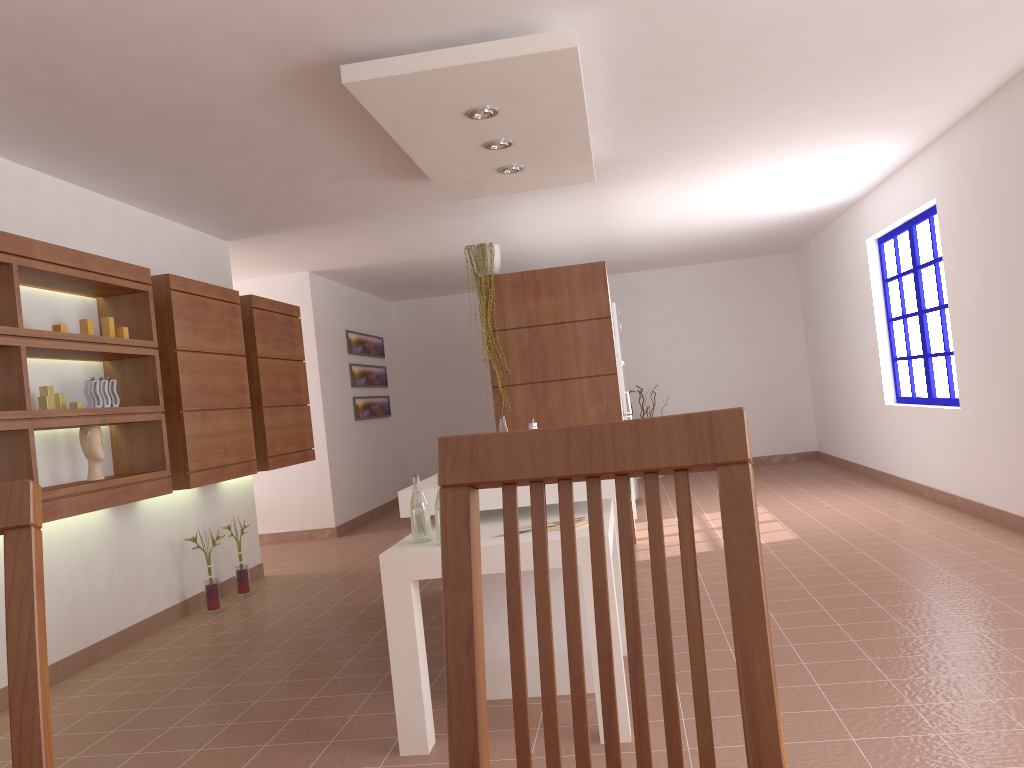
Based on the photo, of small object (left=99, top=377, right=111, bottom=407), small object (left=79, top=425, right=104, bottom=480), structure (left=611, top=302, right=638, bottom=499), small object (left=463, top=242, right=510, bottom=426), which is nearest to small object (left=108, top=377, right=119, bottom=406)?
small object (left=99, top=377, right=111, bottom=407)

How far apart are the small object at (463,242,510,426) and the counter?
2.8m

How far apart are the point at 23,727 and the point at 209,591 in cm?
465

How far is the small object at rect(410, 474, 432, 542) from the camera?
3.00m

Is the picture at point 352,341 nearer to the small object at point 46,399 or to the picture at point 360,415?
the picture at point 360,415

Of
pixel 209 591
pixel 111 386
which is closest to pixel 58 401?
pixel 111 386

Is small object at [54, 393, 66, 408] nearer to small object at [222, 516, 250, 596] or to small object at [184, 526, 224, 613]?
small object at [184, 526, 224, 613]

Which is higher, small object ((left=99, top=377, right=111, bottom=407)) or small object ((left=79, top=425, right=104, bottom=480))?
small object ((left=99, top=377, right=111, bottom=407))

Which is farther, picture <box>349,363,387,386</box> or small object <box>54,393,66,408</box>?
picture <box>349,363,387,386</box>

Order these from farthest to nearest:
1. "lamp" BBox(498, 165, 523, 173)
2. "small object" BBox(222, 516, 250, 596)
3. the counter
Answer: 1. "small object" BBox(222, 516, 250, 596)
2. "lamp" BBox(498, 165, 523, 173)
3. the counter
